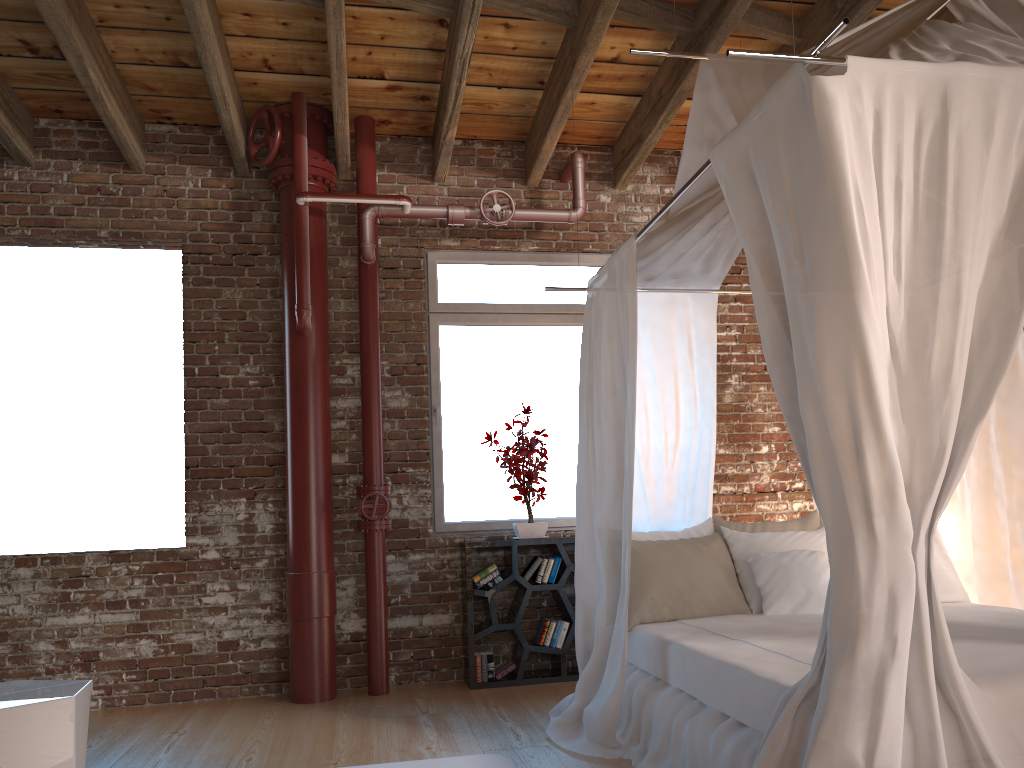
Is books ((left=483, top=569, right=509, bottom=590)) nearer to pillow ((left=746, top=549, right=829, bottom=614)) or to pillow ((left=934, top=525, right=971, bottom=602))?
pillow ((left=746, top=549, right=829, bottom=614))

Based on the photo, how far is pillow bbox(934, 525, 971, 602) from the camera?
4.1 meters

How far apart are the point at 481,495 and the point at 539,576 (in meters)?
0.68

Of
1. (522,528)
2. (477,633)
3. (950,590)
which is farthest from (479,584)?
(950,590)

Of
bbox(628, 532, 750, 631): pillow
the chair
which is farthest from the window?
the chair

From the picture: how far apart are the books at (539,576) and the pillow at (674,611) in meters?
1.2

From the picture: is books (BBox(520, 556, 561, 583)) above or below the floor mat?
above

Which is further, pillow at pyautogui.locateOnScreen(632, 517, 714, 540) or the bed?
pillow at pyautogui.locateOnScreen(632, 517, 714, 540)

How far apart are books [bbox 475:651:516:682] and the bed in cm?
94

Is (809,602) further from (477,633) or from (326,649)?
(326,649)
